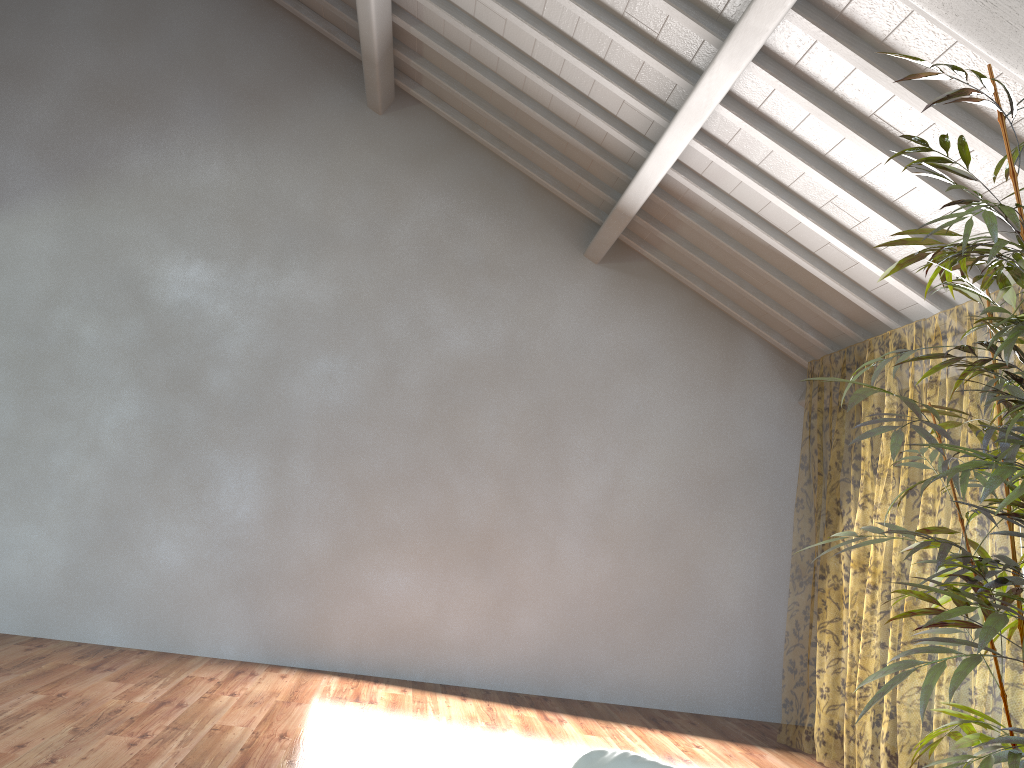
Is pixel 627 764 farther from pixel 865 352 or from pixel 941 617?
pixel 865 352

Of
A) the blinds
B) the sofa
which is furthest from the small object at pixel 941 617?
the blinds

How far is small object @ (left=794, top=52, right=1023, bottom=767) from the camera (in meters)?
1.86

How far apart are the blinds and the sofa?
3.1 meters

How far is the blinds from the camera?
12.8 meters

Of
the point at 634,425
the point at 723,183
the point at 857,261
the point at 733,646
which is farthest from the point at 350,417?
the point at 857,261

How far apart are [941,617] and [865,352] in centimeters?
1175cm

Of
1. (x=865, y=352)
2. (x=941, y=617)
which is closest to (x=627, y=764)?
(x=941, y=617)

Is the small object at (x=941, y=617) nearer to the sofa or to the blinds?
the sofa

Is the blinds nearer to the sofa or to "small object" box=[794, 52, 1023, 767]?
"small object" box=[794, 52, 1023, 767]
